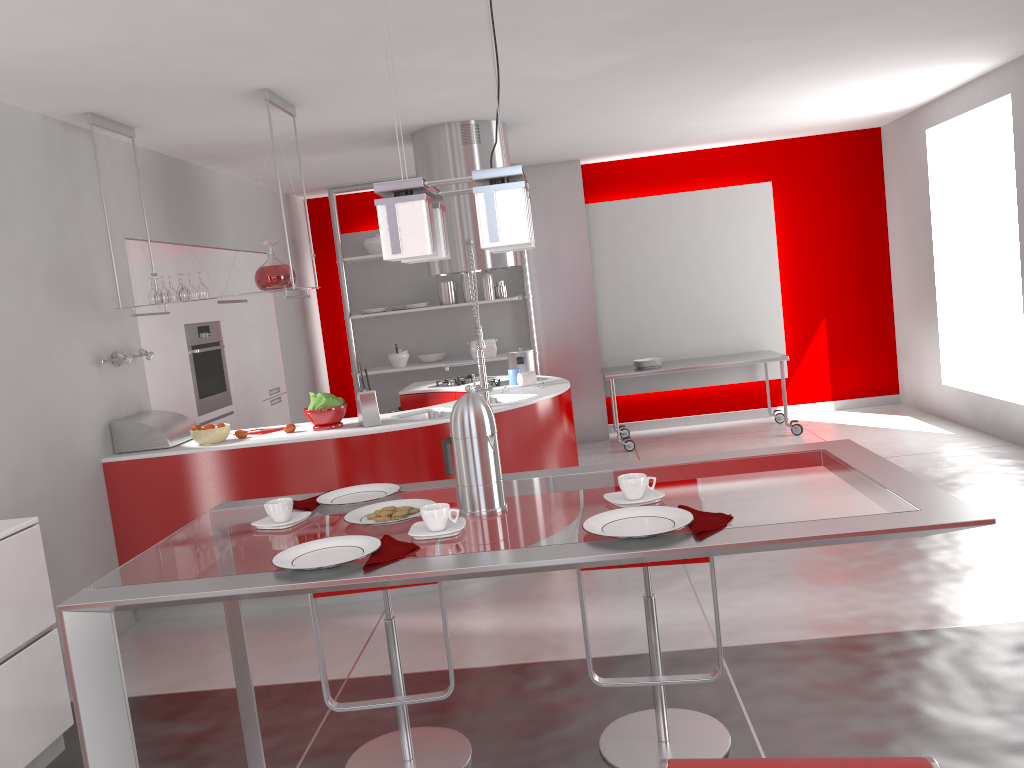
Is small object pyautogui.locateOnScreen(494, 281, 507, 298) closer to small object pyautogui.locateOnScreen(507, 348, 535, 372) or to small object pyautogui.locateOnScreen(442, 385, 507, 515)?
small object pyautogui.locateOnScreen(507, 348, 535, 372)

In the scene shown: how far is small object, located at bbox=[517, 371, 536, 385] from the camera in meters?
5.4 m

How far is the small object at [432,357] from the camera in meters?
8.1 m

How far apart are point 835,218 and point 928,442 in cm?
259

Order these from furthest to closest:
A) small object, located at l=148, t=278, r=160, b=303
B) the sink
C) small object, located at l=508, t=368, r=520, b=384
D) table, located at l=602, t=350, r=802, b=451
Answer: table, located at l=602, t=350, r=802, b=451 < small object, located at l=508, t=368, r=520, b=384 < the sink < small object, located at l=148, t=278, r=160, b=303

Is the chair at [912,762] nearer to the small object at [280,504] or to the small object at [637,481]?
the small object at [637,481]

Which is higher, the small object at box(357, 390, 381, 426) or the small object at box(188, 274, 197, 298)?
the small object at box(188, 274, 197, 298)

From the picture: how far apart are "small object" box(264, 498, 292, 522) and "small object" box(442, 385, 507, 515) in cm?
39

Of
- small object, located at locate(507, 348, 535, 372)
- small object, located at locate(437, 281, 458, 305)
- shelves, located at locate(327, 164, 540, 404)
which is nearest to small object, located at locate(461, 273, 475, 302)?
small object, located at locate(437, 281, 458, 305)

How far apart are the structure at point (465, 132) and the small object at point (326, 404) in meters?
1.5 m
